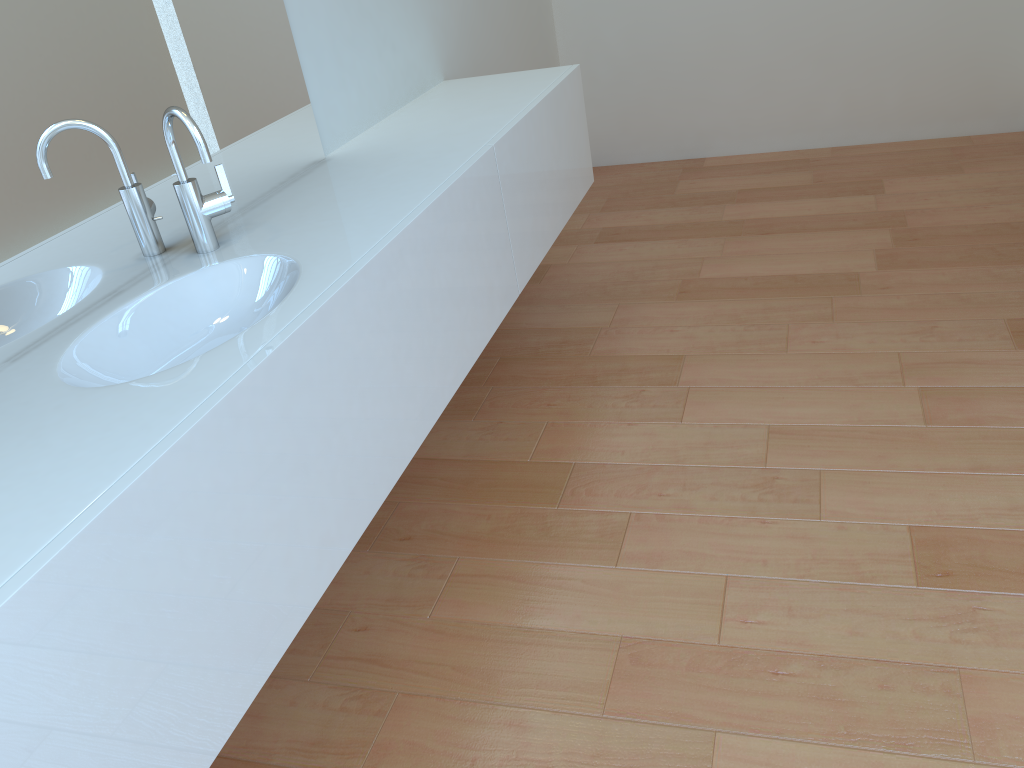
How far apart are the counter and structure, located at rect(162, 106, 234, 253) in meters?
0.0

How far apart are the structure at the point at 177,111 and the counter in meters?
0.0

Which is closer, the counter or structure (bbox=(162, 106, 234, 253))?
Result: the counter

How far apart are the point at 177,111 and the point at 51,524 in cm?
84

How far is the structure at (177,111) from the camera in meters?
1.5 m

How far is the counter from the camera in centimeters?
91cm

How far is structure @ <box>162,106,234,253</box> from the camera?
1.5m

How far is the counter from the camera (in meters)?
0.91

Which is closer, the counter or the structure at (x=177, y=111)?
the counter
